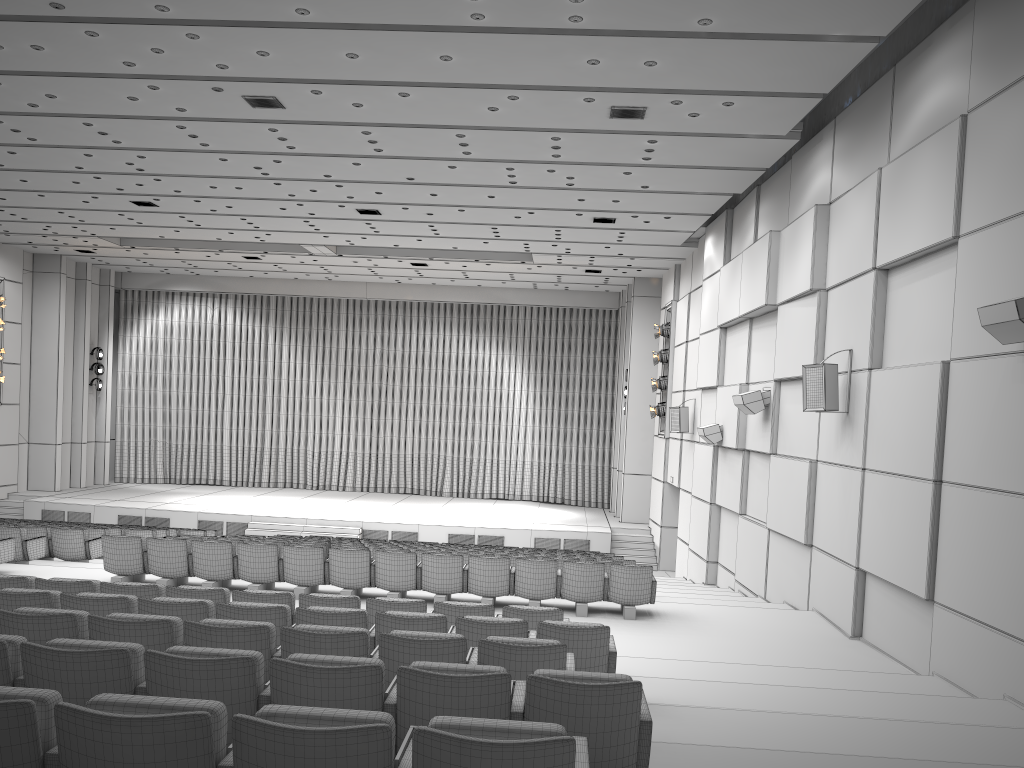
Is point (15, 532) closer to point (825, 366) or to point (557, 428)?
point (825, 366)

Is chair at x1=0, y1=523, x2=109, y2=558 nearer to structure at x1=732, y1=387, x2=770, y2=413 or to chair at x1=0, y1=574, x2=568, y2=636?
chair at x1=0, y1=574, x2=568, y2=636

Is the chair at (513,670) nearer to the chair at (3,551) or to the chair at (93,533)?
the chair at (3,551)

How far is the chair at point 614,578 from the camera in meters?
10.1

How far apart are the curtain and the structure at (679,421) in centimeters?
868cm

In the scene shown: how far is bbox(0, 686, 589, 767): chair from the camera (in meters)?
2.52

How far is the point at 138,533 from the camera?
14.9 meters

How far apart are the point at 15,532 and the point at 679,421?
12.2m

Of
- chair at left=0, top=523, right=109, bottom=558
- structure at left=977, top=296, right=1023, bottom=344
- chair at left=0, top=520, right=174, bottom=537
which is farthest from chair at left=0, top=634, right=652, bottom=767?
chair at left=0, top=520, right=174, bottom=537

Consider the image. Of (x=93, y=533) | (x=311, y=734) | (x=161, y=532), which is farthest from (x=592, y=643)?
(x=161, y=532)
